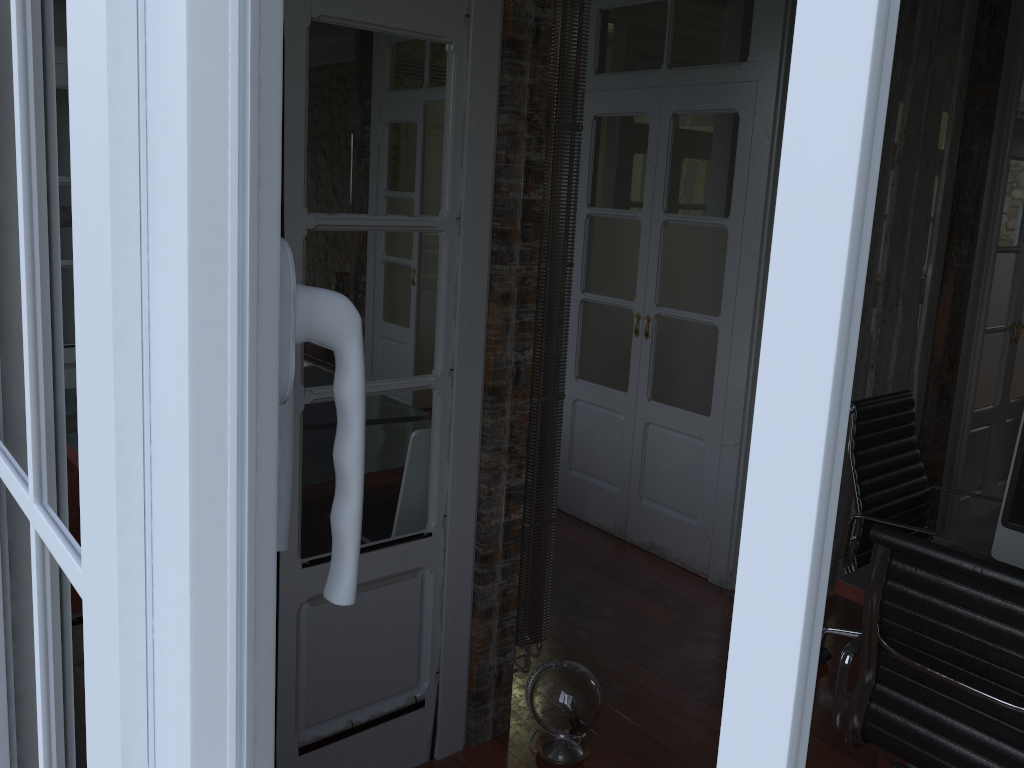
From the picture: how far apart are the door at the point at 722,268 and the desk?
1.20m

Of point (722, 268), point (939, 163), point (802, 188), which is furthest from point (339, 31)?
point (939, 163)

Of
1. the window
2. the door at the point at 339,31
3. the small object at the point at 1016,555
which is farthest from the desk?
the window

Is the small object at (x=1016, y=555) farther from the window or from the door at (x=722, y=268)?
A: the window

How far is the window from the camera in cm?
17

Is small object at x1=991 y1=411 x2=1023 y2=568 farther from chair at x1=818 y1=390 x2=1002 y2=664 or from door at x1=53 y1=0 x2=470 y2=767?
door at x1=53 y1=0 x2=470 y2=767

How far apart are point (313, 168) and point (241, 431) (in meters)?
1.80

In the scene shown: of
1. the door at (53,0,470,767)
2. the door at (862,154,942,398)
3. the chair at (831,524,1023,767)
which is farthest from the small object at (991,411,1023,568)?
the door at (862,154,942,398)

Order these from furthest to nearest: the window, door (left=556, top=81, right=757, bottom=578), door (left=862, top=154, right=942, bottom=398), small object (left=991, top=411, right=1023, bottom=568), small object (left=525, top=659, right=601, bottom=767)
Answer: door (left=862, top=154, right=942, bottom=398) → door (left=556, top=81, right=757, bottom=578) → small object (left=525, top=659, right=601, bottom=767) → small object (left=991, top=411, right=1023, bottom=568) → the window

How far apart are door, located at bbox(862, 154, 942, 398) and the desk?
4.8 meters
